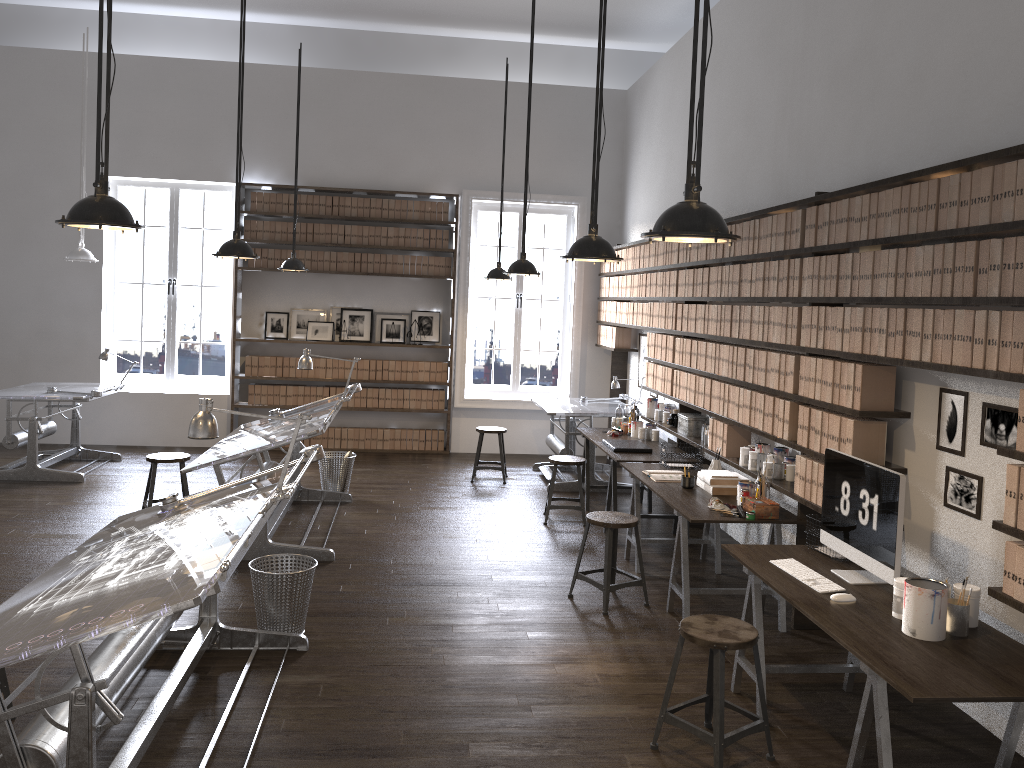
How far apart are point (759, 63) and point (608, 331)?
3.9m

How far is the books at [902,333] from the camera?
3.91m

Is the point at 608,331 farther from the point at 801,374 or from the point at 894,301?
the point at 894,301

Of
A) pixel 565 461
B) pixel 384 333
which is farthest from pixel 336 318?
pixel 565 461

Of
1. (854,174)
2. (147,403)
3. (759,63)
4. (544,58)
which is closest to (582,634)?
(854,174)

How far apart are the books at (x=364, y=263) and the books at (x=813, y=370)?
6.40m

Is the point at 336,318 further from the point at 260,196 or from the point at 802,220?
the point at 802,220

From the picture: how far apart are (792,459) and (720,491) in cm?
47

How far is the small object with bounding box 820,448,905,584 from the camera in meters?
3.6 m

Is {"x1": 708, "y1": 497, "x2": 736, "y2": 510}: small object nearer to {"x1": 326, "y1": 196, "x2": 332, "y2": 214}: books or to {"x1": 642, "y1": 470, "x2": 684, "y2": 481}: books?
{"x1": 642, "y1": 470, "x2": 684, "y2": 481}: books
